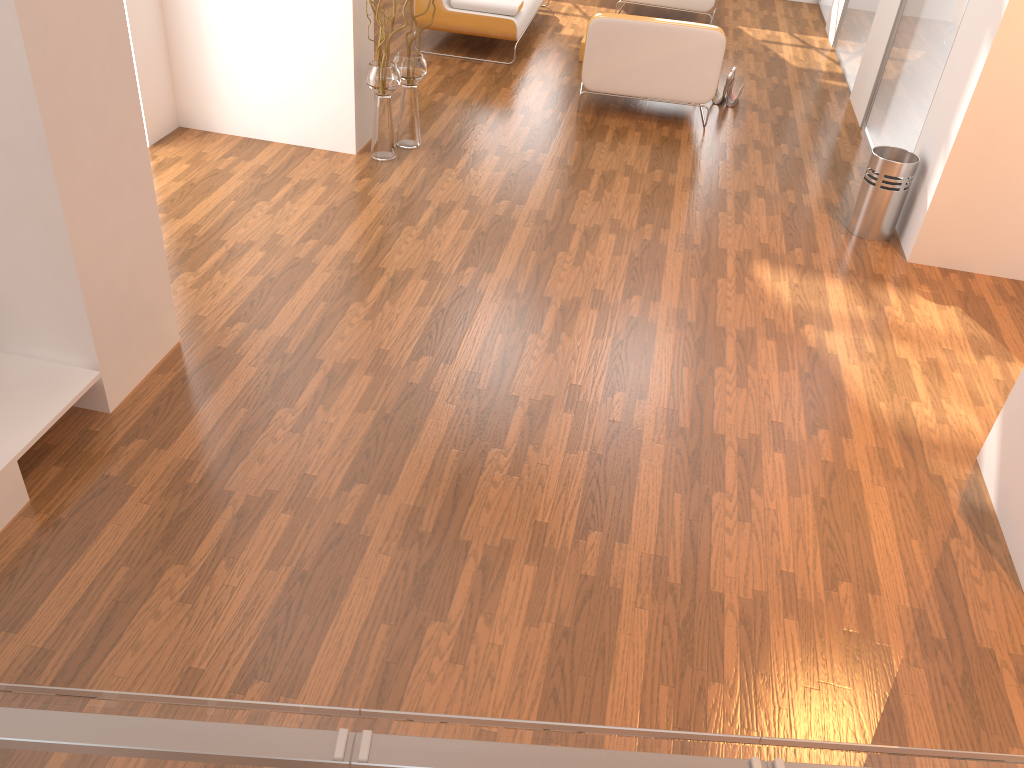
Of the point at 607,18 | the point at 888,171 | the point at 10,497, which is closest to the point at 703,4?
the point at 607,18

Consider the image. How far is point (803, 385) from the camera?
3.7 meters

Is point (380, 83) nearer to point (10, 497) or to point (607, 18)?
point (607, 18)

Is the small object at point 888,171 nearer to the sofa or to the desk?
the sofa

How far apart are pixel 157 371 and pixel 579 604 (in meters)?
1.87

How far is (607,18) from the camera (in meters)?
5.77

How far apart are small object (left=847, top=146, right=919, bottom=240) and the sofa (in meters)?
3.13

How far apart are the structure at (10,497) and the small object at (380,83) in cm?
258

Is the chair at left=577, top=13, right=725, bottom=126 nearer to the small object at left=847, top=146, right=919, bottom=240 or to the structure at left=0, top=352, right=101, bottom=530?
the small object at left=847, top=146, right=919, bottom=240

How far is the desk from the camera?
1.39m
